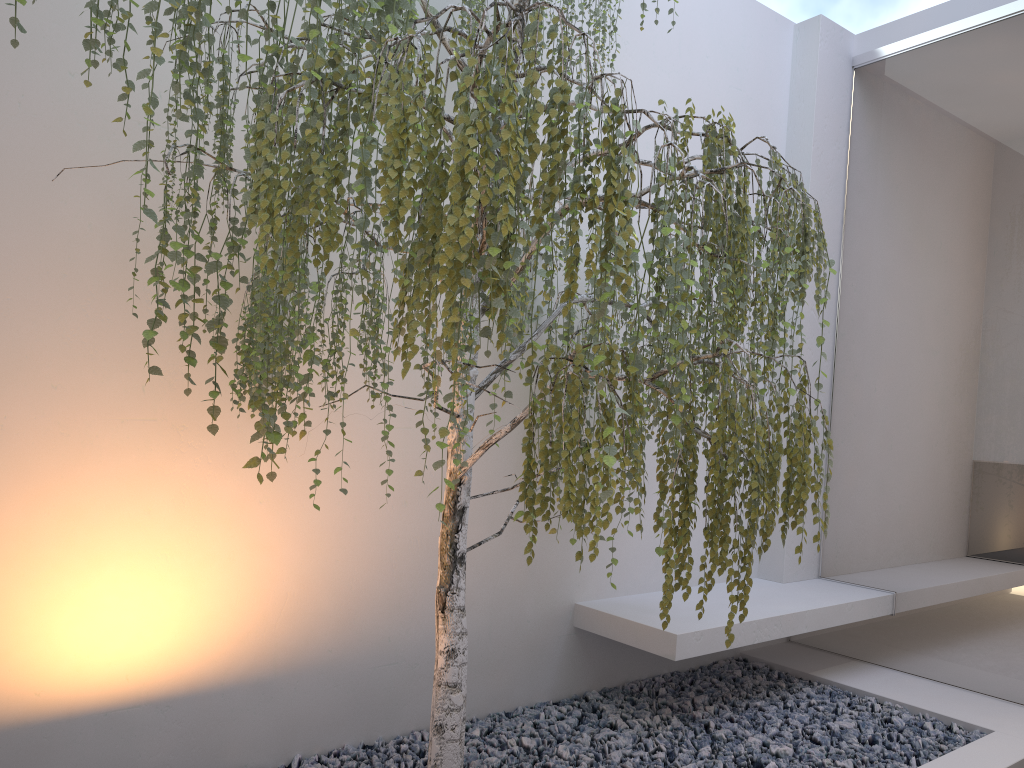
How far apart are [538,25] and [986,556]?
3.0 meters

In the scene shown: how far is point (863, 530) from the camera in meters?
4.1

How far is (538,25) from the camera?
1.7 meters

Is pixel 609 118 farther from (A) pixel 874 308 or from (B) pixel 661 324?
(A) pixel 874 308

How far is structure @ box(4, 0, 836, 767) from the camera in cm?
174

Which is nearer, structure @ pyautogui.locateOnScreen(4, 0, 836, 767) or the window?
structure @ pyautogui.locateOnScreen(4, 0, 836, 767)

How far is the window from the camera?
3.55m

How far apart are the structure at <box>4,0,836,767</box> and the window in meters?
1.2 m

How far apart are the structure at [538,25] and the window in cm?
116
